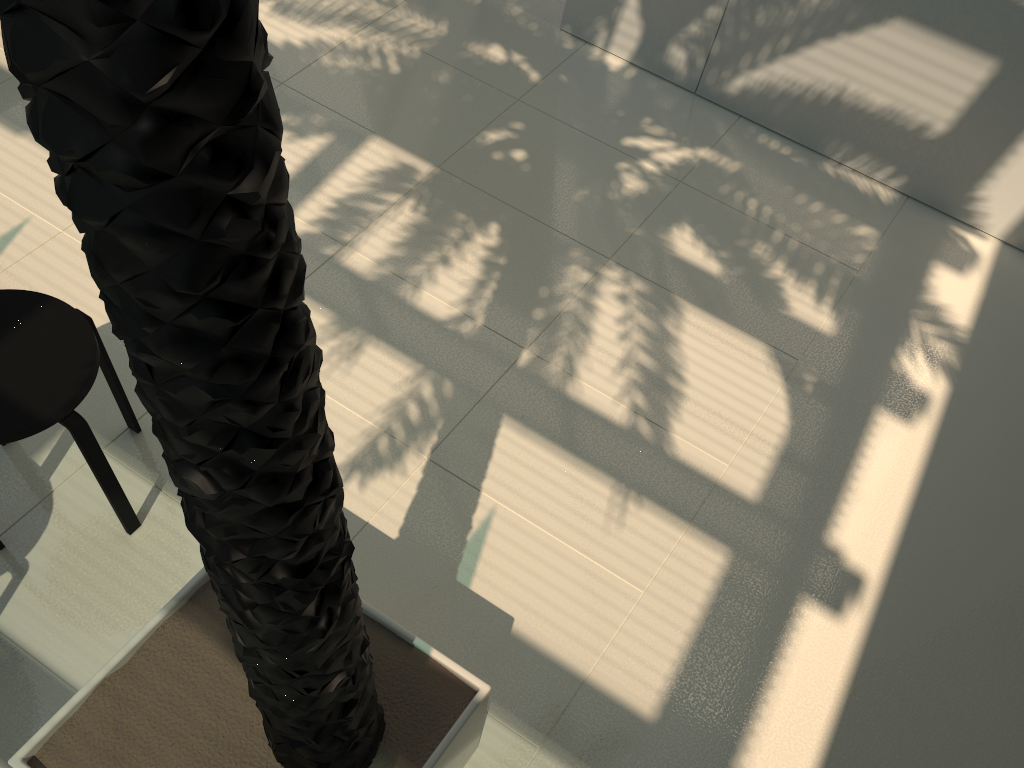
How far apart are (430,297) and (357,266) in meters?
0.4

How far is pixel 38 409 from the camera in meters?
3.0

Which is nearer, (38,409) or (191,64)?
(191,64)

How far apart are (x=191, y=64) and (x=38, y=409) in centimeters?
253cm

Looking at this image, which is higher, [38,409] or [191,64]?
[191,64]

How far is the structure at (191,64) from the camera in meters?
0.8 m

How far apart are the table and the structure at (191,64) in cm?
71

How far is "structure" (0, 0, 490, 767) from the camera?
0.8m

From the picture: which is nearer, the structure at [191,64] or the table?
the structure at [191,64]

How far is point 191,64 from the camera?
0.82m
